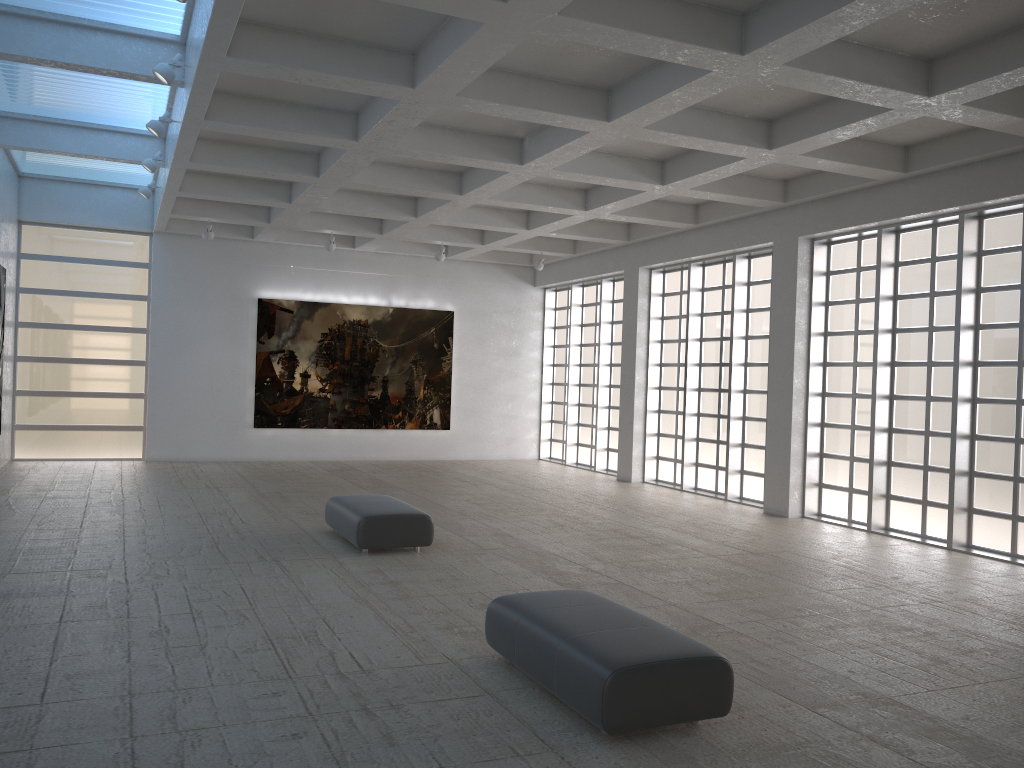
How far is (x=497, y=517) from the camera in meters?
22.7

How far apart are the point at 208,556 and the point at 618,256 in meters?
20.6

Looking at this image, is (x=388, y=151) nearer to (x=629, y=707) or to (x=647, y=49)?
(x=647, y=49)
